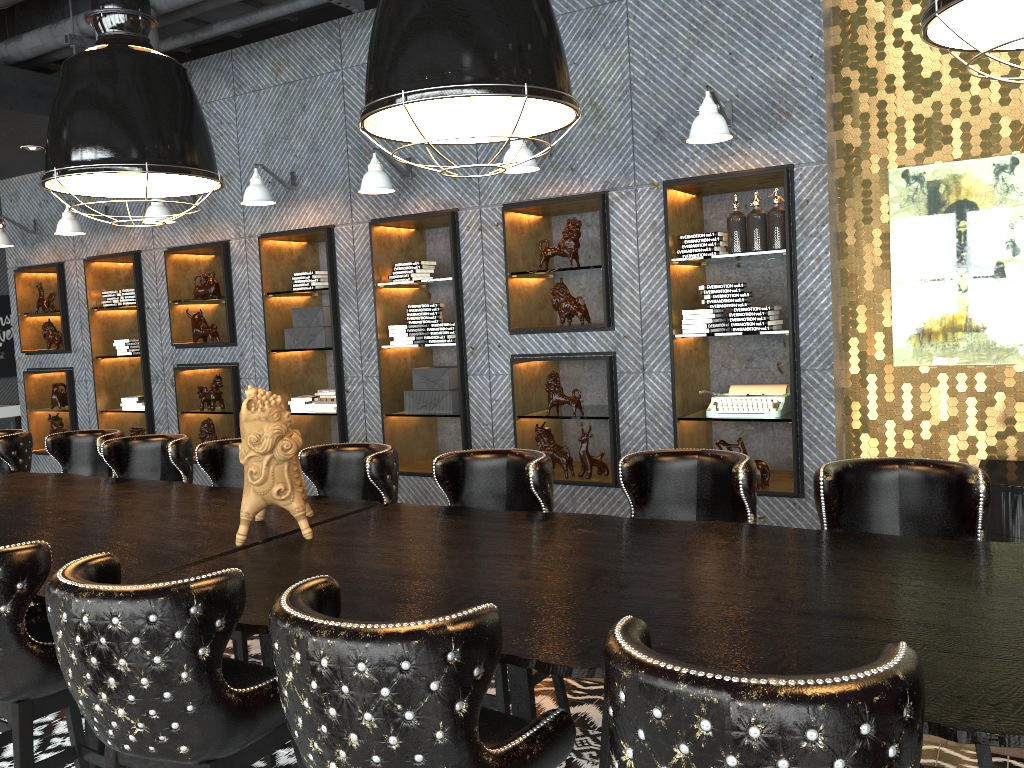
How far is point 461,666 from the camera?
1.58m

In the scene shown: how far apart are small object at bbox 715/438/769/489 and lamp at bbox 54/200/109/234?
5.62m

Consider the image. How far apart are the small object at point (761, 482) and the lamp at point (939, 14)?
3.3m

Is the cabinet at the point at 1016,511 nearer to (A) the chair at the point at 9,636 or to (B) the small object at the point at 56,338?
(A) the chair at the point at 9,636

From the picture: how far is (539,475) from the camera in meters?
3.2

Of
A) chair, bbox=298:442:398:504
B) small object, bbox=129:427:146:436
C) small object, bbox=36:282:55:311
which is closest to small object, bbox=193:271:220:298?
small object, bbox=129:427:146:436

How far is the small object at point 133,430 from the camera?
8.0 meters

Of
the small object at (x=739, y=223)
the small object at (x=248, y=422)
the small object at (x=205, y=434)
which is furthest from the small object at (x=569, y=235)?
the small object at (x=205, y=434)

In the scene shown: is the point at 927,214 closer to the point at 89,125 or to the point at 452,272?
the point at 452,272

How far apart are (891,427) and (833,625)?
3.36m
